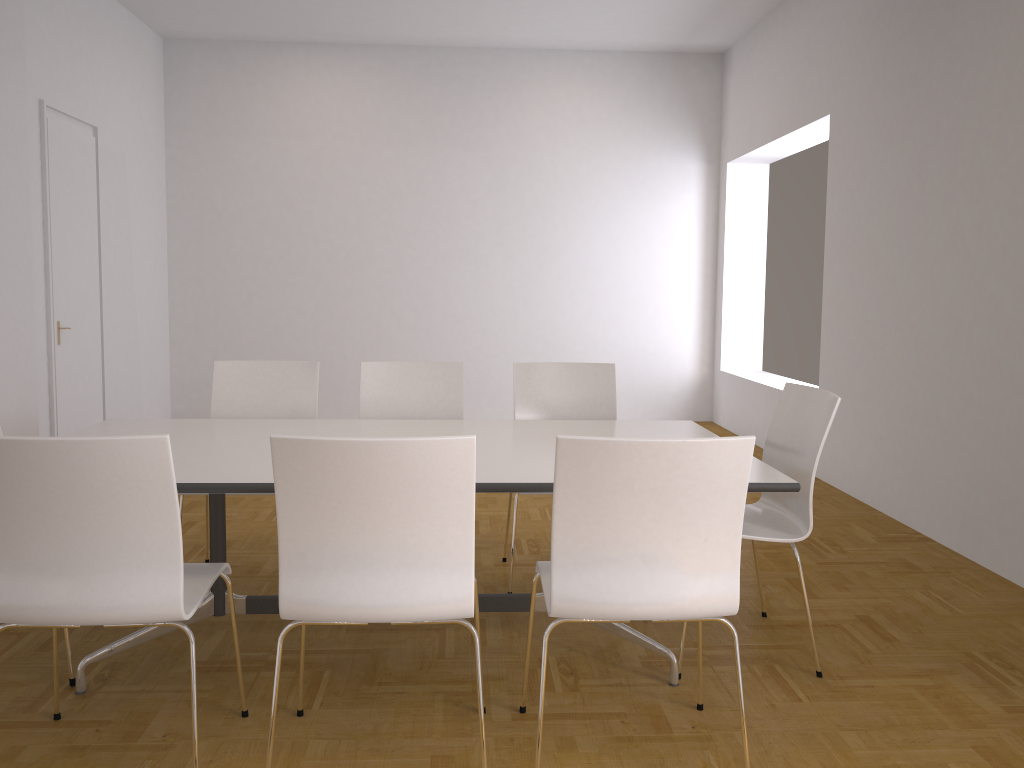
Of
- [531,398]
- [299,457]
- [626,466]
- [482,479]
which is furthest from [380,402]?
[626,466]

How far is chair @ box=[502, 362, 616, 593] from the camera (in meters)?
4.08

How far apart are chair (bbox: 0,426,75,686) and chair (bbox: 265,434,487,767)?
1.07m

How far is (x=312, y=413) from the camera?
4.0m

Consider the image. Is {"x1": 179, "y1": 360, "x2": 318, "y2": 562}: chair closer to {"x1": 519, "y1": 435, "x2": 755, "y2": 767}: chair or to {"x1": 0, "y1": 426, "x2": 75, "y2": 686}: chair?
{"x1": 0, "y1": 426, "x2": 75, "y2": 686}: chair

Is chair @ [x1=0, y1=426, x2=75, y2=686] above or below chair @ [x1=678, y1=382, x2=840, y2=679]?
below

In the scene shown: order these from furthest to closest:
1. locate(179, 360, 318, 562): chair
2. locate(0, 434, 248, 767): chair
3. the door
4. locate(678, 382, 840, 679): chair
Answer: the door → locate(179, 360, 318, 562): chair → locate(678, 382, 840, 679): chair → locate(0, 434, 248, 767): chair

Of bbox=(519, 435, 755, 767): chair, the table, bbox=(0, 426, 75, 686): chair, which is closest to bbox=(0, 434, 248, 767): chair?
the table

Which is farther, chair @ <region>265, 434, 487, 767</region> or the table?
the table

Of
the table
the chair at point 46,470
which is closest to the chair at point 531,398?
the table
